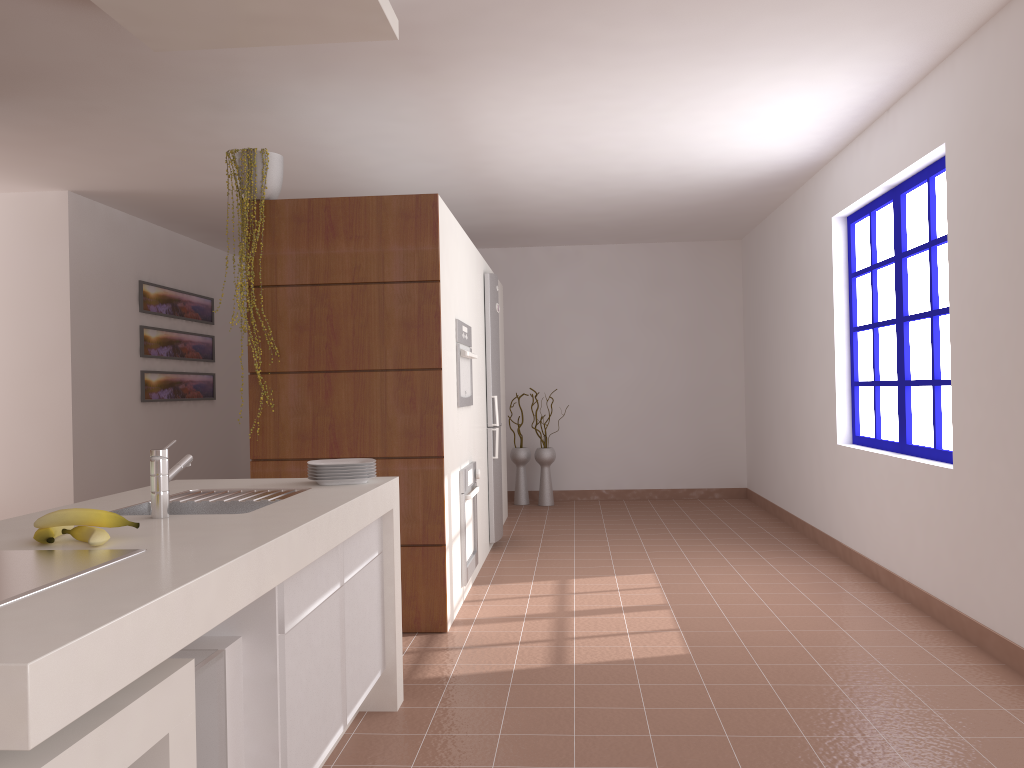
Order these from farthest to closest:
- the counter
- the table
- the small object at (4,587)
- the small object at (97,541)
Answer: the small object at (97,541) < the small object at (4,587) < the table < the counter

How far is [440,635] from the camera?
3.99m

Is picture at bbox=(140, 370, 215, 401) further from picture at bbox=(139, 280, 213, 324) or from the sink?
the sink

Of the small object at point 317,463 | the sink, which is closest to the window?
the small object at point 317,463

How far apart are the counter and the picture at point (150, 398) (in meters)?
4.19

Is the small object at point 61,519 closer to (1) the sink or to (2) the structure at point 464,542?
(1) the sink

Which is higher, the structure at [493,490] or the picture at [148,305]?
the picture at [148,305]

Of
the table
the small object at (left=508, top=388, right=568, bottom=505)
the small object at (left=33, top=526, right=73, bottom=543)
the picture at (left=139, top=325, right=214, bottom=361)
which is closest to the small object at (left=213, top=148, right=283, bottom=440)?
the small object at (left=33, top=526, right=73, bottom=543)

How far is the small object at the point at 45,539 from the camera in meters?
1.8

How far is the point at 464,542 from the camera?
4.5 meters
